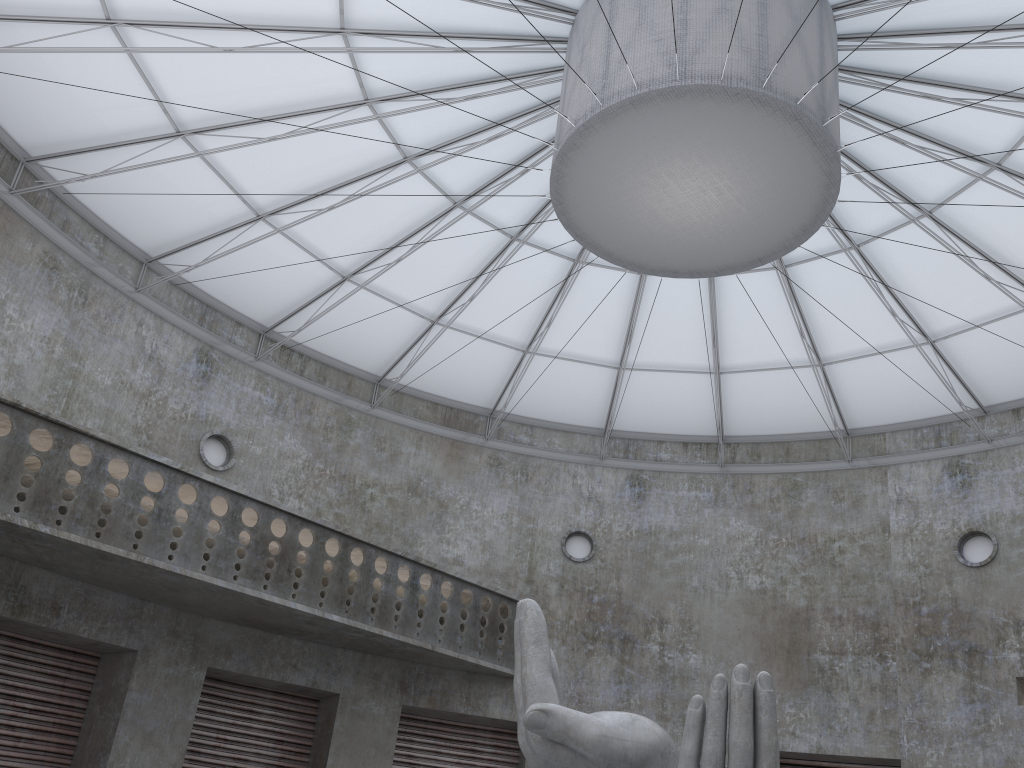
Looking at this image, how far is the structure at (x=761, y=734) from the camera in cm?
1396

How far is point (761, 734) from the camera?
13.96m

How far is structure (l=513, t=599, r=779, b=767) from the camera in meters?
14.0

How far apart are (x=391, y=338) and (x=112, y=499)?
14.2m
